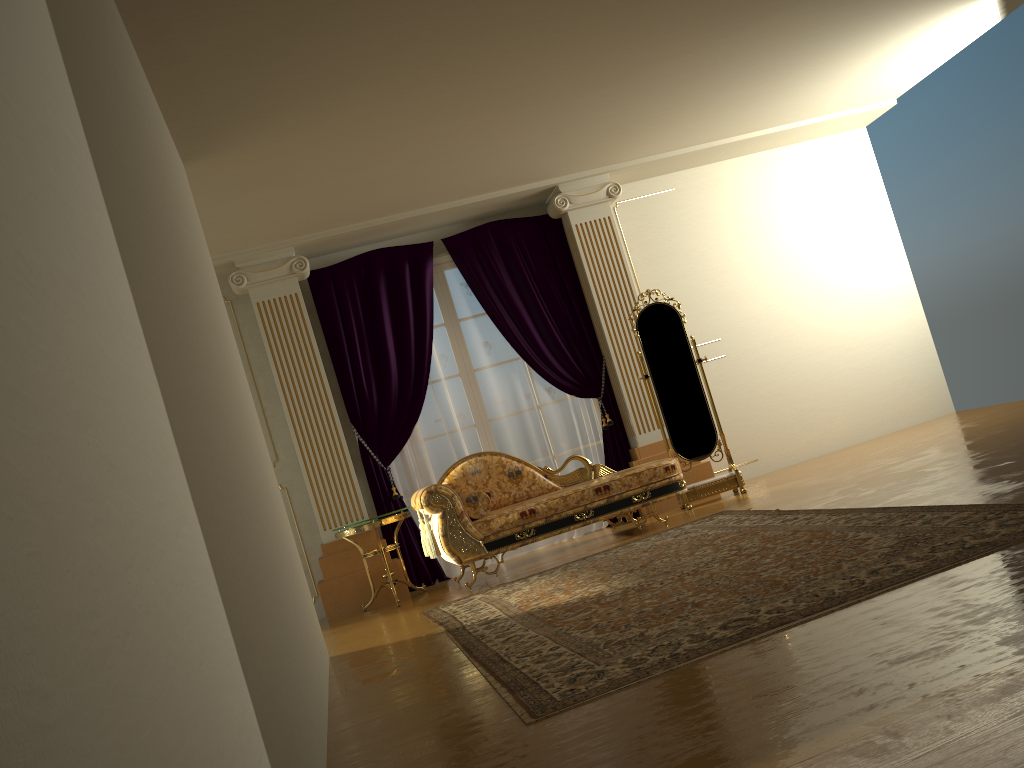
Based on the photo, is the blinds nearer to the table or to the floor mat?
the table

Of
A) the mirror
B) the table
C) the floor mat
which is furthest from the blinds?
the floor mat

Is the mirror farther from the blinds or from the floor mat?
the floor mat

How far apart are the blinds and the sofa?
0.6m

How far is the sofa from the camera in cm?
565

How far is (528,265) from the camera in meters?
7.3 m

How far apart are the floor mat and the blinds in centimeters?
147cm

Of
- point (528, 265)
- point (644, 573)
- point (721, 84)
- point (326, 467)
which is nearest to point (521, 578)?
point (644, 573)

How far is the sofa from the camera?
5.65m

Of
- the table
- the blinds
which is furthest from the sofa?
the blinds
